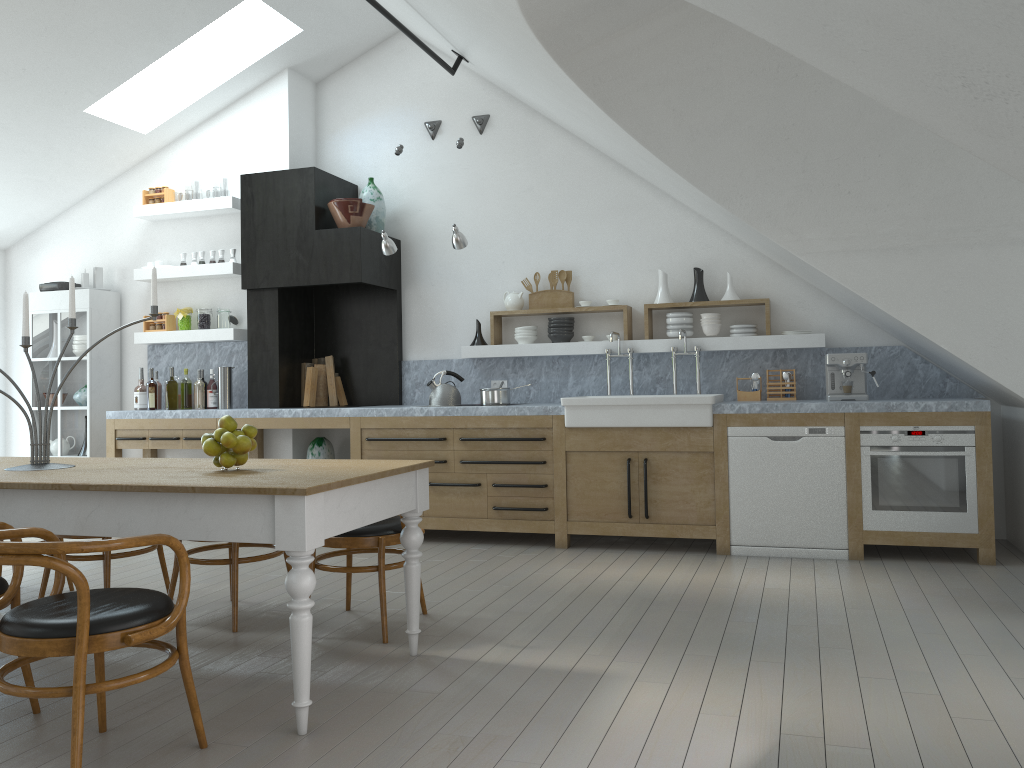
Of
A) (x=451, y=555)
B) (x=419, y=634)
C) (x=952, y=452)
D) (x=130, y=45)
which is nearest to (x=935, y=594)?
(x=952, y=452)

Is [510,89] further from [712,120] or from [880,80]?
[880,80]

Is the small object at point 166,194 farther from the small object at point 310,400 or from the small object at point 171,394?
the small object at point 310,400

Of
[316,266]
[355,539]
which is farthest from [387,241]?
[355,539]

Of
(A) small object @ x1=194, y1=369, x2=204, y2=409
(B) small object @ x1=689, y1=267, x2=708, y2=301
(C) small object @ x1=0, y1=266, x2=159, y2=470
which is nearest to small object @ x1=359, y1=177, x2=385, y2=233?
(A) small object @ x1=194, y1=369, x2=204, y2=409

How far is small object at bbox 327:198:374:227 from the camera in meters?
6.8

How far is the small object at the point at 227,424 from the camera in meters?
3.4

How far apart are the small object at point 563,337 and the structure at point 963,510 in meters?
2.3 m

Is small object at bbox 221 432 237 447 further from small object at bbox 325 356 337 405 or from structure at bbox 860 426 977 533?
small object at bbox 325 356 337 405

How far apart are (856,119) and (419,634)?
3.4 meters
